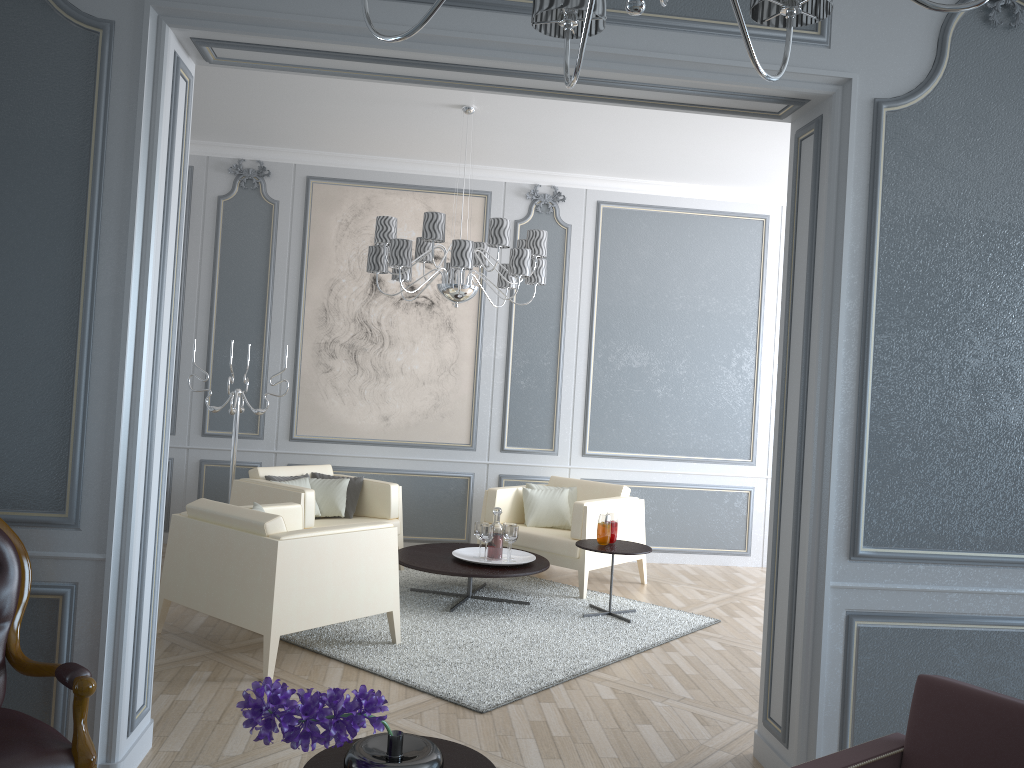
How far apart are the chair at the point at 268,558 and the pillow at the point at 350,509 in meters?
1.1 m

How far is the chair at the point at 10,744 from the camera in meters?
2.0 m

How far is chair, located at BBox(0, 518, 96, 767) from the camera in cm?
204

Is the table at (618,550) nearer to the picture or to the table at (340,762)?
the picture

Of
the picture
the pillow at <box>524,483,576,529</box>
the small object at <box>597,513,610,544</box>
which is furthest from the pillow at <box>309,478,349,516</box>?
the small object at <box>597,513,610,544</box>

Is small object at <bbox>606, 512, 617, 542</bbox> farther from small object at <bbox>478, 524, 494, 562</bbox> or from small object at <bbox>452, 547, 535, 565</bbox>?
small object at <bbox>478, 524, 494, 562</bbox>

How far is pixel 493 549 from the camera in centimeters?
493cm

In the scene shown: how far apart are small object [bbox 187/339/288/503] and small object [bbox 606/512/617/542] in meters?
2.3

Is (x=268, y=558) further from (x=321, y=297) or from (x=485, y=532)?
(x=321, y=297)

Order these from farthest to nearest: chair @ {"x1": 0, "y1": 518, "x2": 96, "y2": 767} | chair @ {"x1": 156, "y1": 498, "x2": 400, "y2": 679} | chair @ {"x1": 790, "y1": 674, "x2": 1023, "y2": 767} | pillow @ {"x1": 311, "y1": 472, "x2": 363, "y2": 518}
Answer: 1. pillow @ {"x1": 311, "y1": 472, "x2": 363, "y2": 518}
2. chair @ {"x1": 156, "y1": 498, "x2": 400, "y2": 679}
3. chair @ {"x1": 0, "y1": 518, "x2": 96, "y2": 767}
4. chair @ {"x1": 790, "y1": 674, "x2": 1023, "y2": 767}
